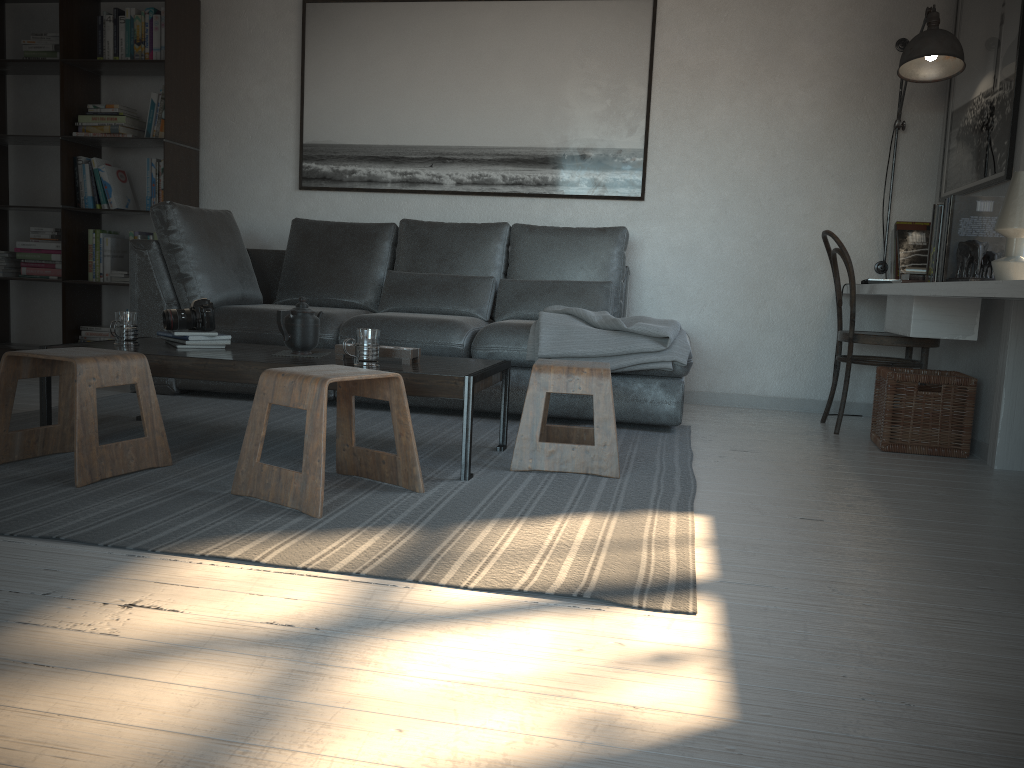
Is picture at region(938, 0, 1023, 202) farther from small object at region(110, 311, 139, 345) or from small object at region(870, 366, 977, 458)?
small object at region(110, 311, 139, 345)

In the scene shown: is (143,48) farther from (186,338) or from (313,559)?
(313,559)

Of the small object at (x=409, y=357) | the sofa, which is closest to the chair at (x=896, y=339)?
the sofa

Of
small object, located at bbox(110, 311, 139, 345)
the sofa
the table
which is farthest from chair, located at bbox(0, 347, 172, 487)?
the sofa

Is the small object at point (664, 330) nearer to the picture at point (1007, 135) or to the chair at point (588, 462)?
the chair at point (588, 462)

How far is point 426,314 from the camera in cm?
422

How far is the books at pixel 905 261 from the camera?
4.3m

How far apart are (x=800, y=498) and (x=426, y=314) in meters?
2.1

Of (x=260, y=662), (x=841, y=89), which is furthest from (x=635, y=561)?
(x=841, y=89)

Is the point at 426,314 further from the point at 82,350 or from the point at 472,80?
the point at 82,350
